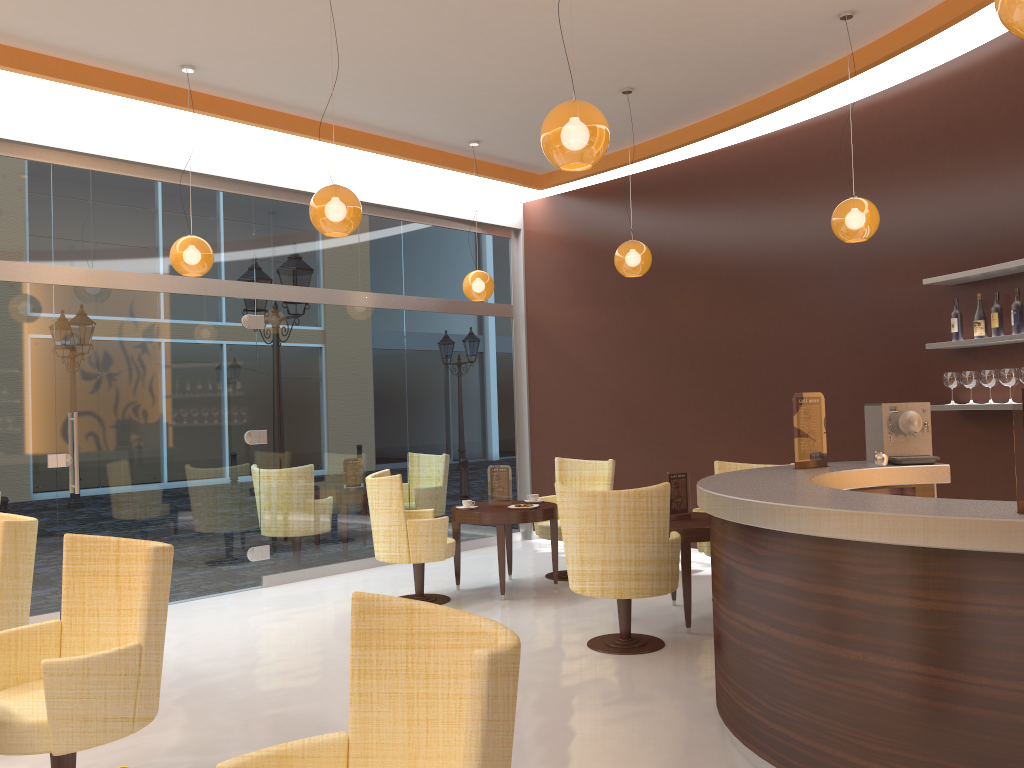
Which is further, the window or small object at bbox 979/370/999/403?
the window

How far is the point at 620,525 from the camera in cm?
513

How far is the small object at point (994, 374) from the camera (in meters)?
5.69

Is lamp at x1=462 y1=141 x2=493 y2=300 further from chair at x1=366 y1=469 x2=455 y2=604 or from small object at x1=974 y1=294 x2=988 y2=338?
small object at x1=974 y1=294 x2=988 y2=338

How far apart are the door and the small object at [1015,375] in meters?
5.7 m

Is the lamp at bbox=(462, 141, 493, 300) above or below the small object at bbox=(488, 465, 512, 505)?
above

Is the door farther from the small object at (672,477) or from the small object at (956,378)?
the small object at (956,378)

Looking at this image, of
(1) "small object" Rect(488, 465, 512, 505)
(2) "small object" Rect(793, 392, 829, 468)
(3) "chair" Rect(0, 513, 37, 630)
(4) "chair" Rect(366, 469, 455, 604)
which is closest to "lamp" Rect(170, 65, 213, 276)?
(4) "chair" Rect(366, 469, 455, 604)

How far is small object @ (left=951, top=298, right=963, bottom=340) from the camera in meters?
6.0 m

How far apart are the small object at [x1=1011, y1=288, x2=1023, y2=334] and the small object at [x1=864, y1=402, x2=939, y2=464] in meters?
1.1
